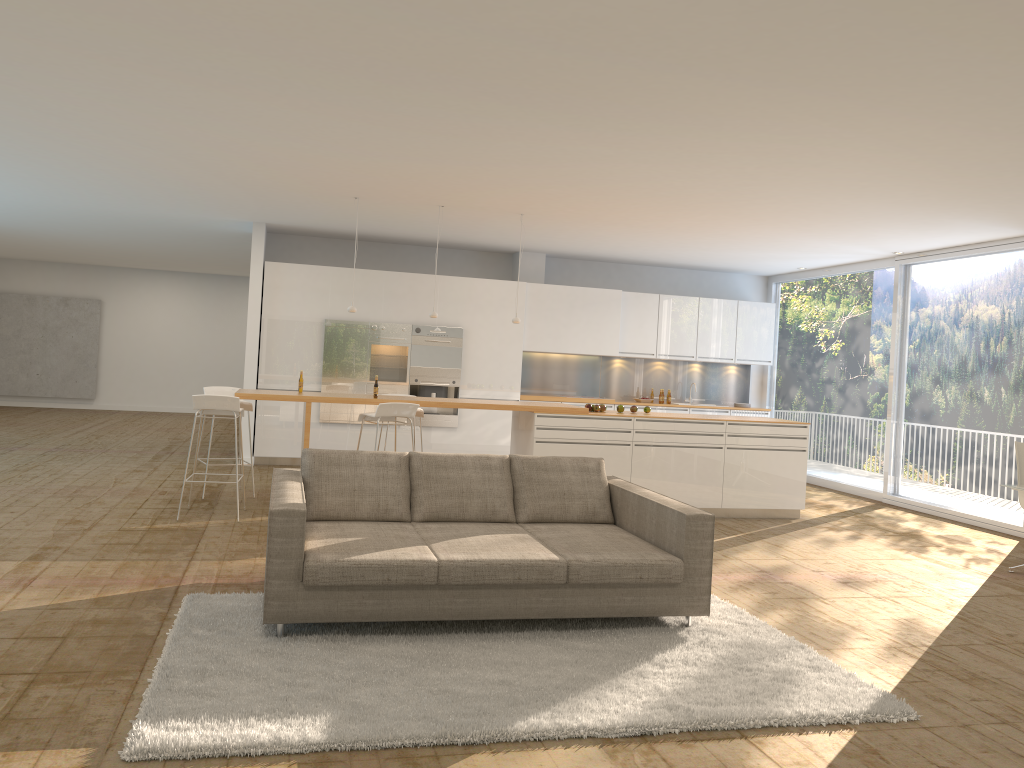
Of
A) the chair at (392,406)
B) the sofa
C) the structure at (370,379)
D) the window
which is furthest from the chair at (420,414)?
the window

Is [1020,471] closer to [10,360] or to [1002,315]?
[1002,315]

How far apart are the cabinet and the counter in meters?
2.6 m

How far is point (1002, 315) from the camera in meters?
9.3

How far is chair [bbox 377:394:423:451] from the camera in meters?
9.0

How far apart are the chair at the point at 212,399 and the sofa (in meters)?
2.03

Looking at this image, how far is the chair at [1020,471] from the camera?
7.1m

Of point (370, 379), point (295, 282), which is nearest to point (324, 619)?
point (370, 379)

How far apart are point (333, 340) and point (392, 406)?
3.8 meters

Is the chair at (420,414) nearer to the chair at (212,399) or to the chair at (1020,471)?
the chair at (212,399)
